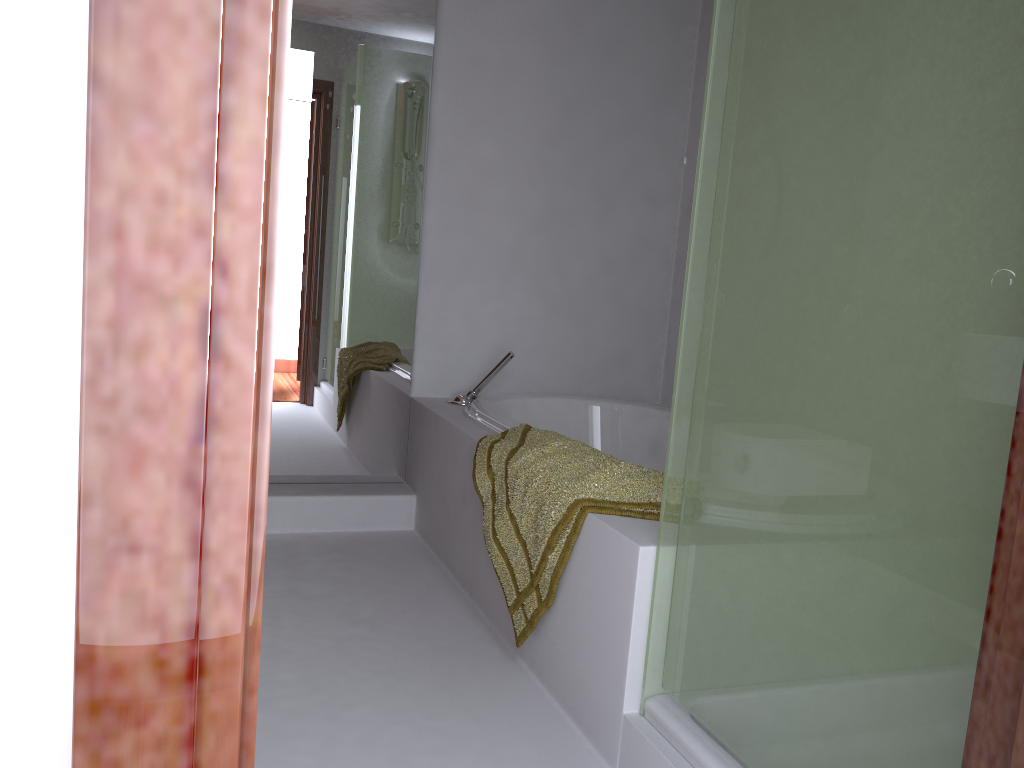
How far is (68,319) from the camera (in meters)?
0.46

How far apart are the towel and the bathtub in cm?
8

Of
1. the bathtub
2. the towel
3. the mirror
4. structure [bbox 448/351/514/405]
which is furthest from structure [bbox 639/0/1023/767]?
the mirror

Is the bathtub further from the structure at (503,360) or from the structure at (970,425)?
the structure at (970,425)

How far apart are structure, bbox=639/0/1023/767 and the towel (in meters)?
A: 0.19

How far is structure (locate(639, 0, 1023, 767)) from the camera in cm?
103

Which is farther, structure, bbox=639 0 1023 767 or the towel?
the towel

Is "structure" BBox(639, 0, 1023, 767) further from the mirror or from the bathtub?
the mirror

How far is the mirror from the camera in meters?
3.0 m

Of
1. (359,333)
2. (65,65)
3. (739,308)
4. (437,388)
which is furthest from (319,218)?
(65,65)
